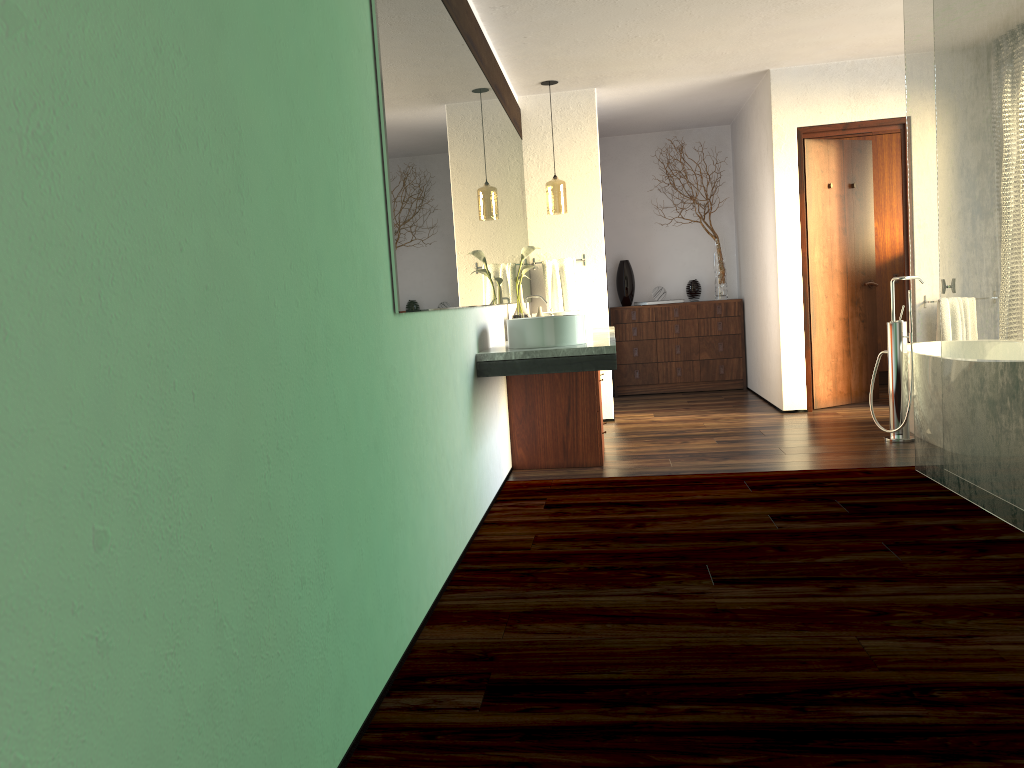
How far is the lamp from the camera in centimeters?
595cm

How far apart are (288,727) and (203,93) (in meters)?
1.03

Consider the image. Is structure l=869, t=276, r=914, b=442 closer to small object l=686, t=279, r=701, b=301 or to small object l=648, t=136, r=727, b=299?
small object l=648, t=136, r=727, b=299

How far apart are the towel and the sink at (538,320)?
2.3m

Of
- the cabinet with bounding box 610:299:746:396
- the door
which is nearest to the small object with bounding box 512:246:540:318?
the door

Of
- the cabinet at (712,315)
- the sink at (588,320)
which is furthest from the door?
the sink at (588,320)

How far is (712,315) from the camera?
7.8m

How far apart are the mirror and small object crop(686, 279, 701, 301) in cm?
238

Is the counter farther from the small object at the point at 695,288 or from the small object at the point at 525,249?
the small object at the point at 695,288

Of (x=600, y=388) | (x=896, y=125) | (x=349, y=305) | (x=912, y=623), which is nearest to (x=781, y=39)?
(x=896, y=125)
